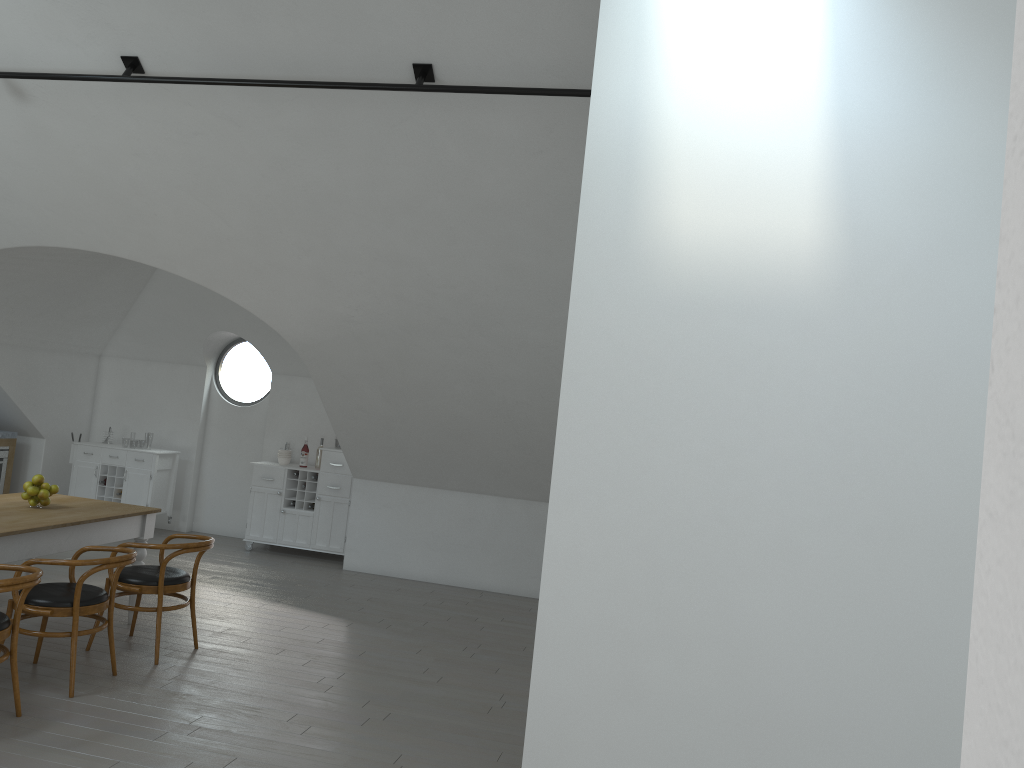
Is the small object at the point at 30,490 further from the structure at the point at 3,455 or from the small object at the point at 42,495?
the structure at the point at 3,455

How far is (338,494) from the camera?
9.1m

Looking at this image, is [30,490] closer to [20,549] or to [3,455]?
[20,549]

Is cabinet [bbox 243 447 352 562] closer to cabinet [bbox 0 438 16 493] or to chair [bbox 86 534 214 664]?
cabinet [bbox 0 438 16 493]

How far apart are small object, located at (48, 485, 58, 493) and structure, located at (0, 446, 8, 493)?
4.2m

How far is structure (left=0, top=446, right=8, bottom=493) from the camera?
9.25m

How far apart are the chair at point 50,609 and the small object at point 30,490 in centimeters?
72cm

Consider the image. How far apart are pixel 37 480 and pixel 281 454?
3.8 meters

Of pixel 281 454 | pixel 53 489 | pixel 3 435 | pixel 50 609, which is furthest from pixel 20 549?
pixel 3 435

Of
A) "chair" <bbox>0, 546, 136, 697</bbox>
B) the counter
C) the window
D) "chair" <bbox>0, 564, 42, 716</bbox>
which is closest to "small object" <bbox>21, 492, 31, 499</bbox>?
"chair" <bbox>0, 546, 136, 697</bbox>
